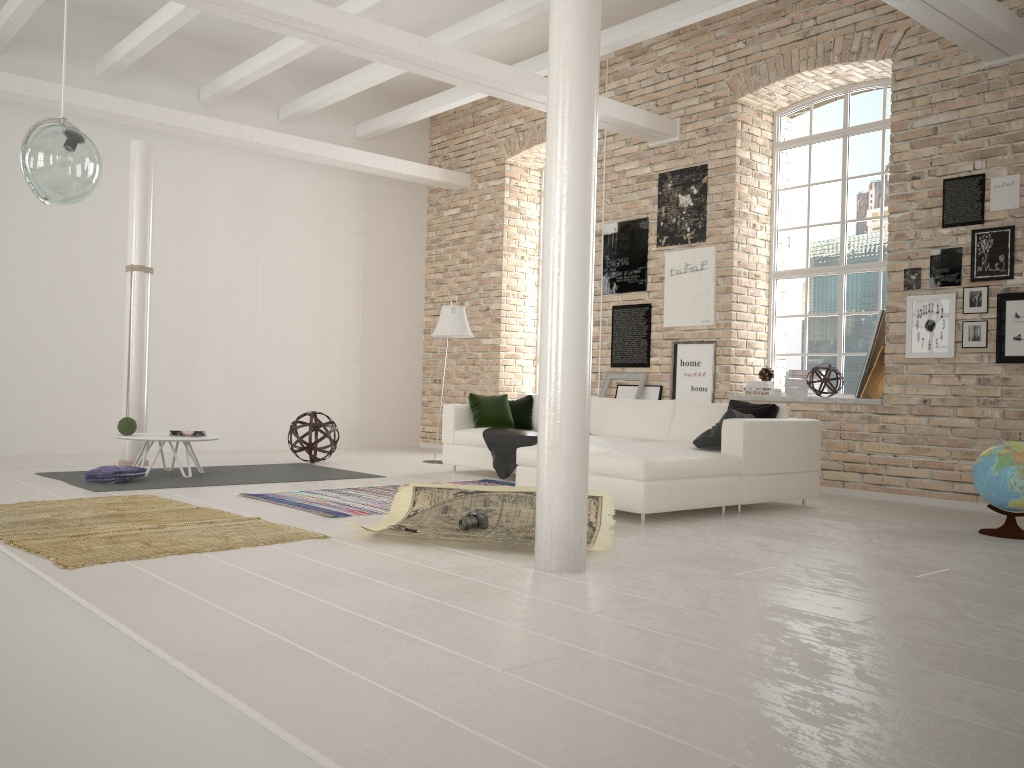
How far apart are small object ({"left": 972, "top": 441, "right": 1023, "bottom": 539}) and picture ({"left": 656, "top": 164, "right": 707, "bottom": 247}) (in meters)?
3.79

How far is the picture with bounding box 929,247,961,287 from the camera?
7.1 meters

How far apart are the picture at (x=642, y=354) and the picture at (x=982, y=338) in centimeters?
303cm

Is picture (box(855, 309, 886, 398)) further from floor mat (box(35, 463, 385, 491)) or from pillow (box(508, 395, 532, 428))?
floor mat (box(35, 463, 385, 491))

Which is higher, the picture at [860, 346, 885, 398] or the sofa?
the picture at [860, 346, 885, 398]

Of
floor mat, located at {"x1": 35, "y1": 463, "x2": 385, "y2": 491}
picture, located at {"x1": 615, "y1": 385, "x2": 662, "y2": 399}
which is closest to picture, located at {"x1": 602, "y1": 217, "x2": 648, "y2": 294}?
picture, located at {"x1": 615, "y1": 385, "x2": 662, "y2": 399}

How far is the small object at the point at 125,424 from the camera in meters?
7.5

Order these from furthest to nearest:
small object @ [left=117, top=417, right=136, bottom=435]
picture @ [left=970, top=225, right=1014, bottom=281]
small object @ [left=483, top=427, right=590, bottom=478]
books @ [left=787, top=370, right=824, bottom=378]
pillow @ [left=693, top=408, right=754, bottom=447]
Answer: books @ [left=787, top=370, right=824, bottom=378]
small object @ [left=483, top=427, right=590, bottom=478]
small object @ [left=117, top=417, right=136, bottom=435]
picture @ [left=970, top=225, right=1014, bottom=281]
pillow @ [left=693, top=408, right=754, bottom=447]

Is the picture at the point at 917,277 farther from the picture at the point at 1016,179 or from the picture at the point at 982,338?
the picture at the point at 1016,179

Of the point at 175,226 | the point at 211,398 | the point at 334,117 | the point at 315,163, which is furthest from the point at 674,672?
the point at 334,117
